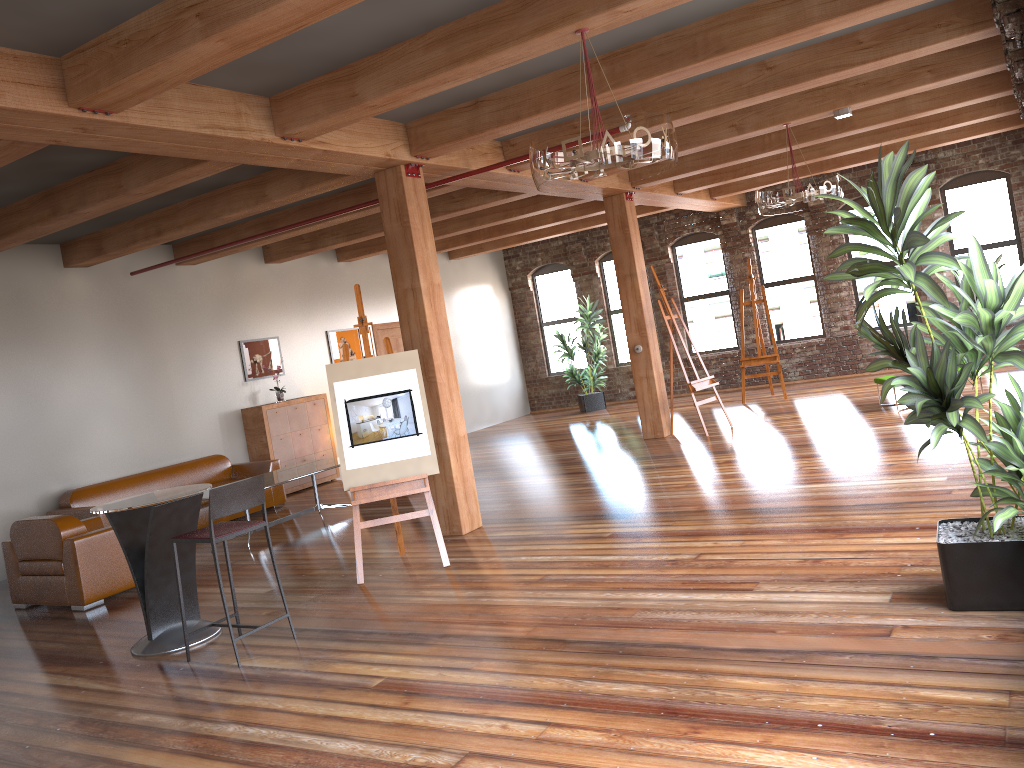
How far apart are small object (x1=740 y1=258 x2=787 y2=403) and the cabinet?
6.1 meters

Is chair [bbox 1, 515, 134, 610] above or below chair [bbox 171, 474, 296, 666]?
below

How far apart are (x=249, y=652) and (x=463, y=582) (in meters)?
1.43

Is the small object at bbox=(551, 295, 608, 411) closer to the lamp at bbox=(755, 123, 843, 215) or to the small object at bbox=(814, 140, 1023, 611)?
the lamp at bbox=(755, 123, 843, 215)

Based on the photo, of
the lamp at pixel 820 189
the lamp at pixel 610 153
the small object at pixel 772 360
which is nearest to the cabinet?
the small object at pixel 772 360

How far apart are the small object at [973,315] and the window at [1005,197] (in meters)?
10.25

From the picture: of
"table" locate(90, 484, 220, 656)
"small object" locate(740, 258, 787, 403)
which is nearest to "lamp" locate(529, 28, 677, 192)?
"table" locate(90, 484, 220, 656)

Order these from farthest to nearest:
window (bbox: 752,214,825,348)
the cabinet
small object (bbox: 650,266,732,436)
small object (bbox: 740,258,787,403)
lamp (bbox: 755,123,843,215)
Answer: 1. window (bbox: 752,214,825,348)
2. small object (bbox: 740,258,787,403)
3. the cabinet
4. small object (bbox: 650,266,732,436)
5. lamp (bbox: 755,123,843,215)

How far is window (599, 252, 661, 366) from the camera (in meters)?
16.59

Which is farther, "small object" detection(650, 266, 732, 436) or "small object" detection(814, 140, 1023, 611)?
"small object" detection(650, 266, 732, 436)
